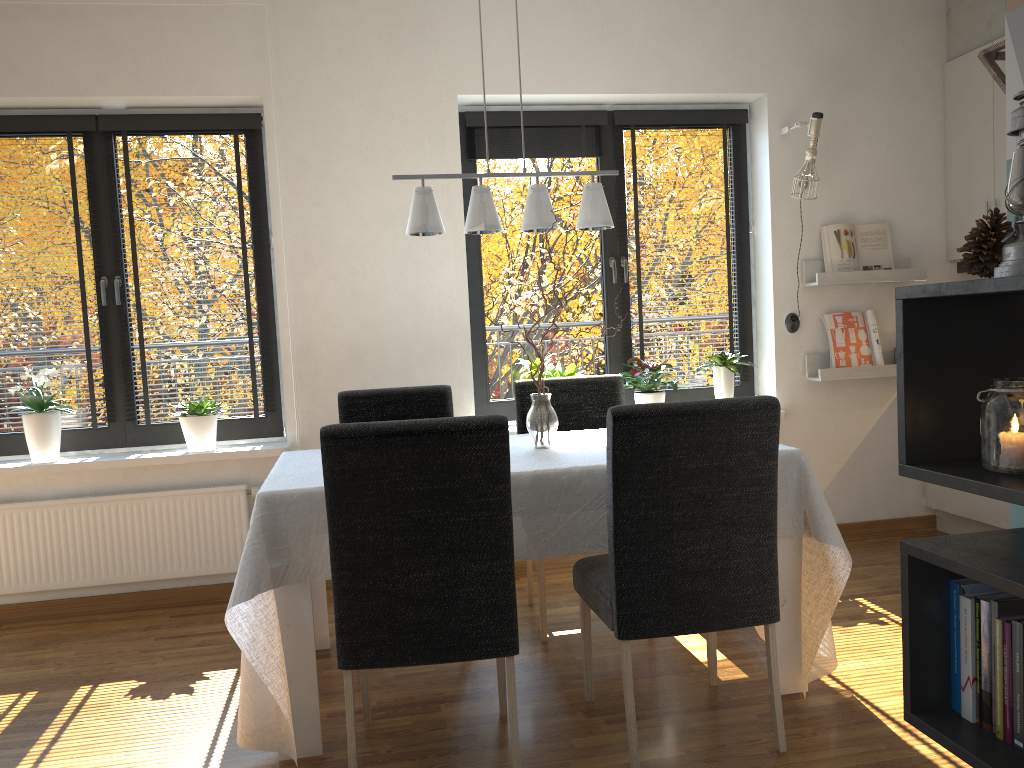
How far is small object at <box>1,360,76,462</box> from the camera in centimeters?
384cm

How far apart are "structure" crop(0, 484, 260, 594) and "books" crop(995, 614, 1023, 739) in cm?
329

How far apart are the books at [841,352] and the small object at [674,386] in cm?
87

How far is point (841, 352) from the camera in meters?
4.5

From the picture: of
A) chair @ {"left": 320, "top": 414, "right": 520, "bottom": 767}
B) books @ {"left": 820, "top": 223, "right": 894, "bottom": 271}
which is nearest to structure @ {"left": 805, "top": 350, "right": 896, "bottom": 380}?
books @ {"left": 820, "top": 223, "right": 894, "bottom": 271}

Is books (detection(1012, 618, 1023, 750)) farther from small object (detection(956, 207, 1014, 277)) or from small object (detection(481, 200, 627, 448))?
small object (detection(481, 200, 627, 448))

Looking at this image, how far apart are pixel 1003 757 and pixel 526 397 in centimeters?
254cm

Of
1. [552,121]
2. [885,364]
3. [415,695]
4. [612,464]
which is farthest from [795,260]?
[415,695]

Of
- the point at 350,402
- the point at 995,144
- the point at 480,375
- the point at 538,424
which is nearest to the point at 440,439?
the point at 538,424

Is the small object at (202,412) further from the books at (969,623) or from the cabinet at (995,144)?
the cabinet at (995,144)
